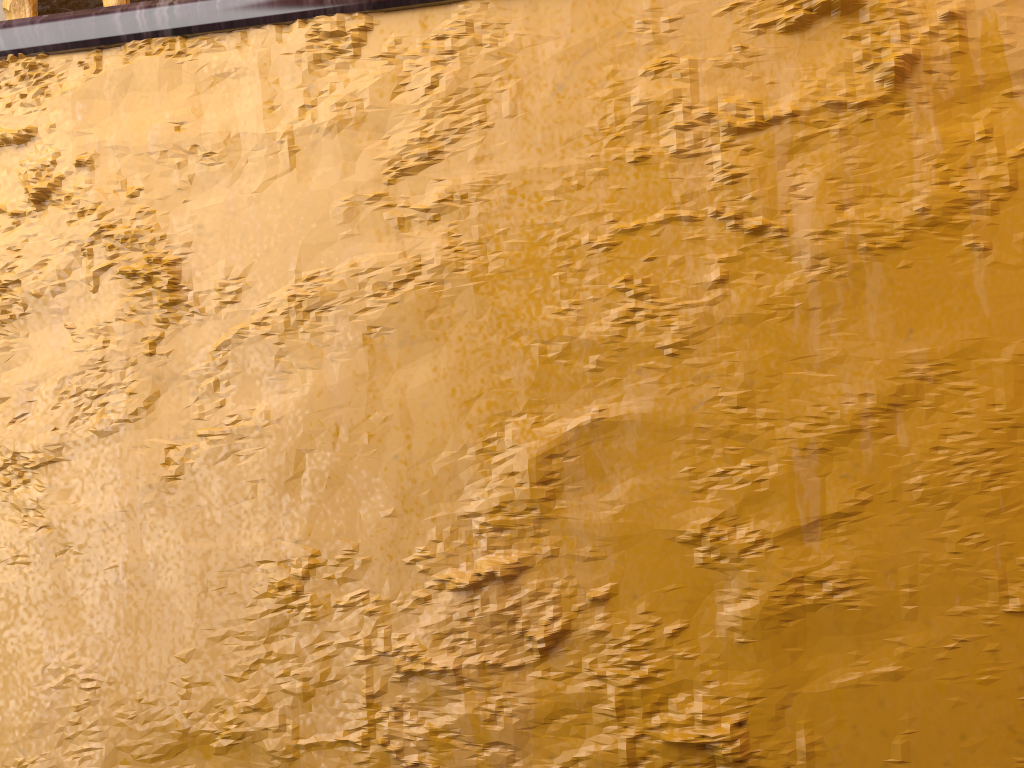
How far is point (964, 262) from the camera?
0.9m

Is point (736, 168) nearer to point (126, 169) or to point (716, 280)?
point (716, 280)

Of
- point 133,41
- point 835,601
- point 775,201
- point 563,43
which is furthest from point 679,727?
point 133,41

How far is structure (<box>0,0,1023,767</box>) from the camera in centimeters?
89cm

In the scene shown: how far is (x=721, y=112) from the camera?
1.0 meters

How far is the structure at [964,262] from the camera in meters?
0.9
